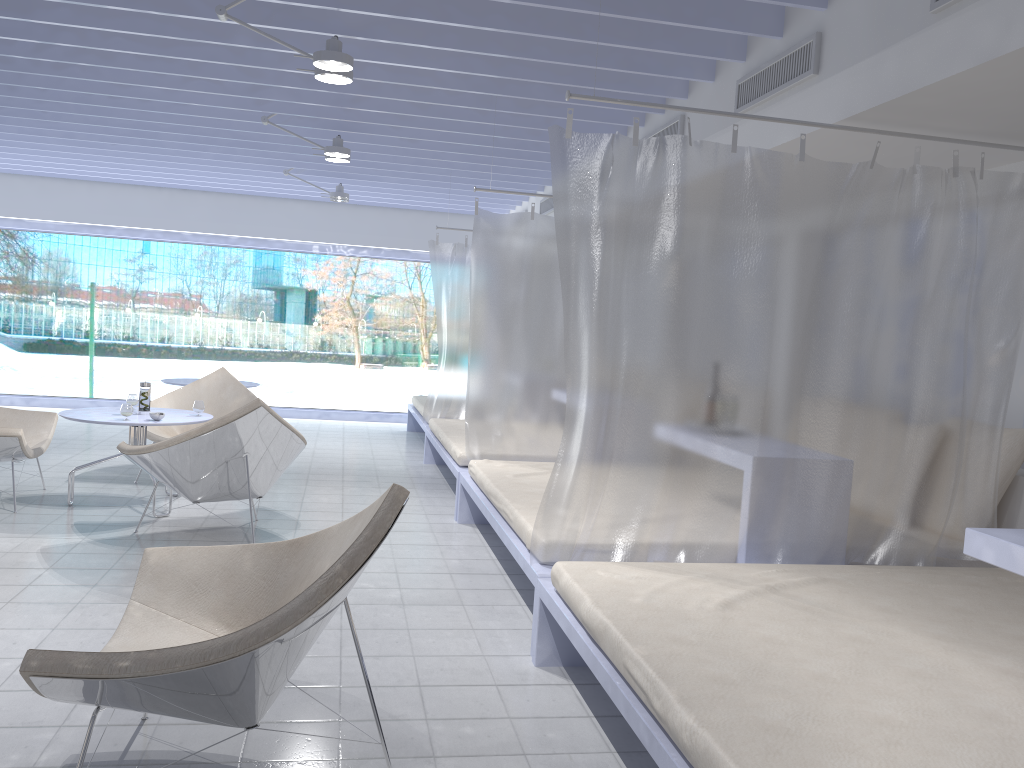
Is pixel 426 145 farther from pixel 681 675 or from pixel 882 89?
pixel 681 675

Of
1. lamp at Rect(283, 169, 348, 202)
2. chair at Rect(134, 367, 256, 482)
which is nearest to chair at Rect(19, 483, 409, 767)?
chair at Rect(134, 367, 256, 482)

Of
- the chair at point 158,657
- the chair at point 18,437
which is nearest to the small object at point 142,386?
the chair at point 18,437

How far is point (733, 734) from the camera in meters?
1.7

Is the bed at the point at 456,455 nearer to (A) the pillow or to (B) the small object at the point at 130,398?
(B) the small object at the point at 130,398

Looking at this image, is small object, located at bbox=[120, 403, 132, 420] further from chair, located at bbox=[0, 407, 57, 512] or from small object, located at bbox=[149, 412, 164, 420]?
chair, located at bbox=[0, 407, 57, 512]

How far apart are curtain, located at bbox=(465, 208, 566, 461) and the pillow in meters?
2.4 m

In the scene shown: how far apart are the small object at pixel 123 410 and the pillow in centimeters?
426cm

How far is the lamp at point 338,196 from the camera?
7.8 meters

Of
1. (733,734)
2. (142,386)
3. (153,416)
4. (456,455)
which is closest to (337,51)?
(153,416)
